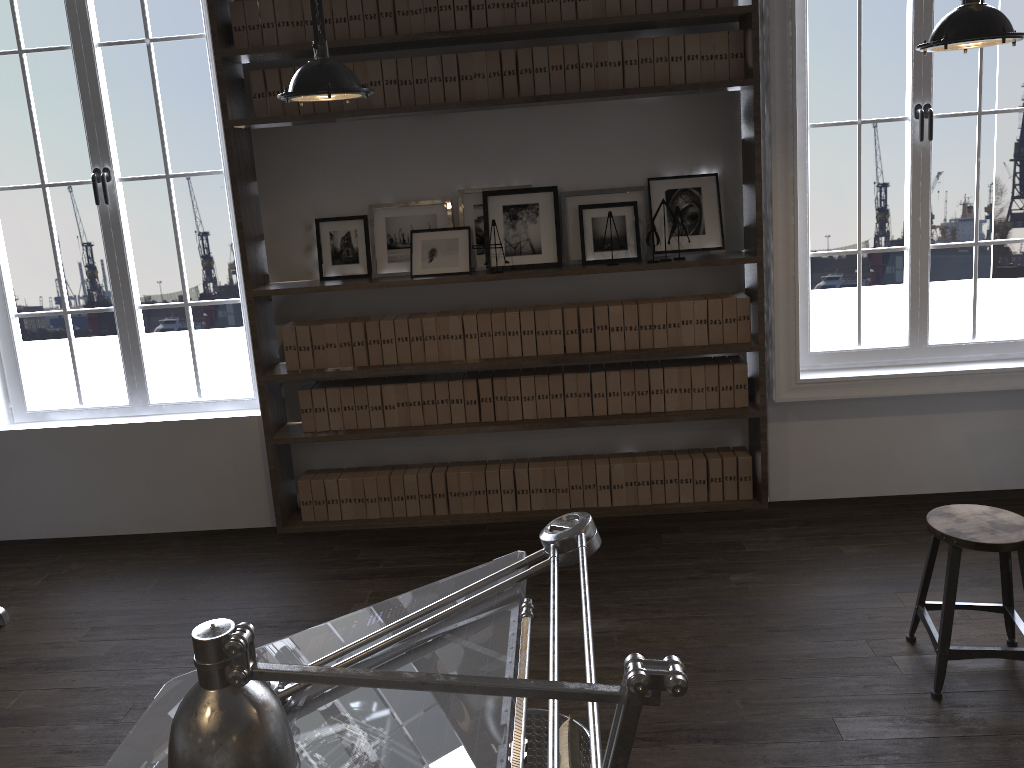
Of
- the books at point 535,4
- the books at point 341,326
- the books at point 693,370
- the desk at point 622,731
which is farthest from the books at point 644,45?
the desk at point 622,731

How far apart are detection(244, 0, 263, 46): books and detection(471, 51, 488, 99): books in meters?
1.0

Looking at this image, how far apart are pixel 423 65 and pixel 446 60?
0.11m

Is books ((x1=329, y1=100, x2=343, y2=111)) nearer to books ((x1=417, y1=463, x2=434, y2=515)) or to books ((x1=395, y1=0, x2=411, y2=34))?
books ((x1=395, y1=0, x2=411, y2=34))

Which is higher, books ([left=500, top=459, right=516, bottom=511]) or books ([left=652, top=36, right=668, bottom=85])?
books ([left=652, top=36, right=668, bottom=85])

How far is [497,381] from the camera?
4.4 meters

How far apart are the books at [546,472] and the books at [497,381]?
0.3m

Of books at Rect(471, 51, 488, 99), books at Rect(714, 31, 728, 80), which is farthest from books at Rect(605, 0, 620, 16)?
books at Rect(471, 51, 488, 99)

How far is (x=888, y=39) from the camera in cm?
741

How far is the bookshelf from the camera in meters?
4.0
